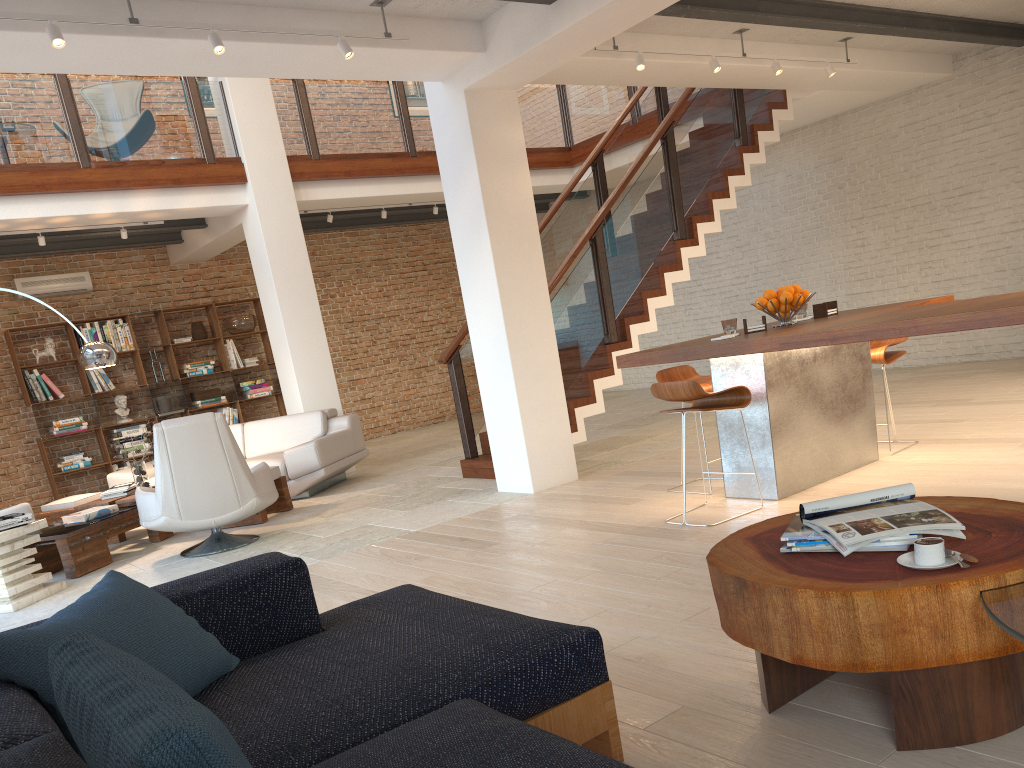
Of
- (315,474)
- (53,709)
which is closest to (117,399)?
(315,474)

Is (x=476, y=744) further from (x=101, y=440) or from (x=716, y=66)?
(x=101, y=440)

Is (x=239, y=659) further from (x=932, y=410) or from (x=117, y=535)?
(x=932, y=410)

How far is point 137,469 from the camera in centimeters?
730cm

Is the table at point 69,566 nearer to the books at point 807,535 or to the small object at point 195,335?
the small object at point 195,335

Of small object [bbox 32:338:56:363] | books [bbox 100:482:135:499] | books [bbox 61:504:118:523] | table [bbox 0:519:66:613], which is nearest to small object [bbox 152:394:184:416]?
small object [bbox 32:338:56:363]

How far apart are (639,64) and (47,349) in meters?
7.8

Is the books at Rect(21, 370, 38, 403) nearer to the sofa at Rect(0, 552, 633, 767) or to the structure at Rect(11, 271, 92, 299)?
the structure at Rect(11, 271, 92, 299)

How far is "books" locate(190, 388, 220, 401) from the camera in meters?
11.3 m

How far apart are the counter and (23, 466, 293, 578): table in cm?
354
